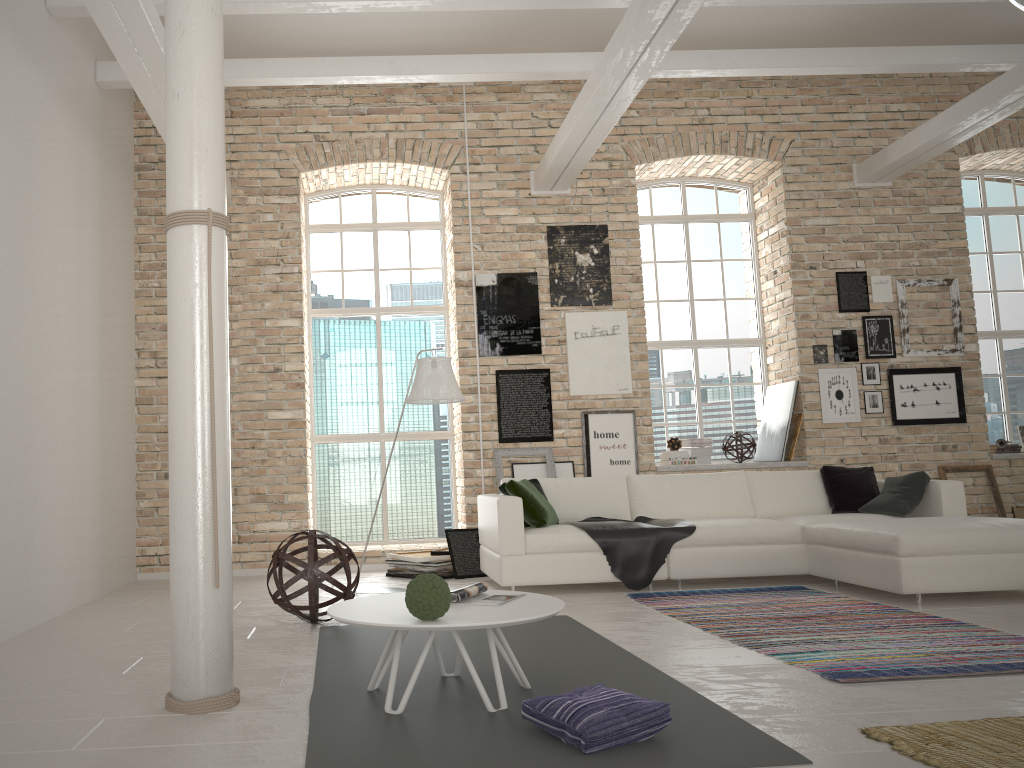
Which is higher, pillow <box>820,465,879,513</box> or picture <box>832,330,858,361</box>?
picture <box>832,330,858,361</box>

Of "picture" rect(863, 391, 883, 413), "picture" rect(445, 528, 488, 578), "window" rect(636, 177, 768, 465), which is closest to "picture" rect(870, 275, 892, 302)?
"picture" rect(863, 391, 883, 413)

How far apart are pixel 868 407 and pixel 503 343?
3.5 meters

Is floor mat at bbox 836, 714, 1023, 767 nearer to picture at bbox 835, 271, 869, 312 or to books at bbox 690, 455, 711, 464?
books at bbox 690, 455, 711, 464

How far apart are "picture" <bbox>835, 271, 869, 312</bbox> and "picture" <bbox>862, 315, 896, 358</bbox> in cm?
11

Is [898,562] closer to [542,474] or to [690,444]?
[542,474]

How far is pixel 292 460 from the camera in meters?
8.0

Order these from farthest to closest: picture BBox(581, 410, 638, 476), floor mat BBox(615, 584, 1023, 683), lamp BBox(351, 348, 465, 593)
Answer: picture BBox(581, 410, 638, 476), lamp BBox(351, 348, 465, 593), floor mat BBox(615, 584, 1023, 683)

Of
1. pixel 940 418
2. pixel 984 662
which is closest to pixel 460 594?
pixel 984 662

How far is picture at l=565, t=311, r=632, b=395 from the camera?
8.3 meters
